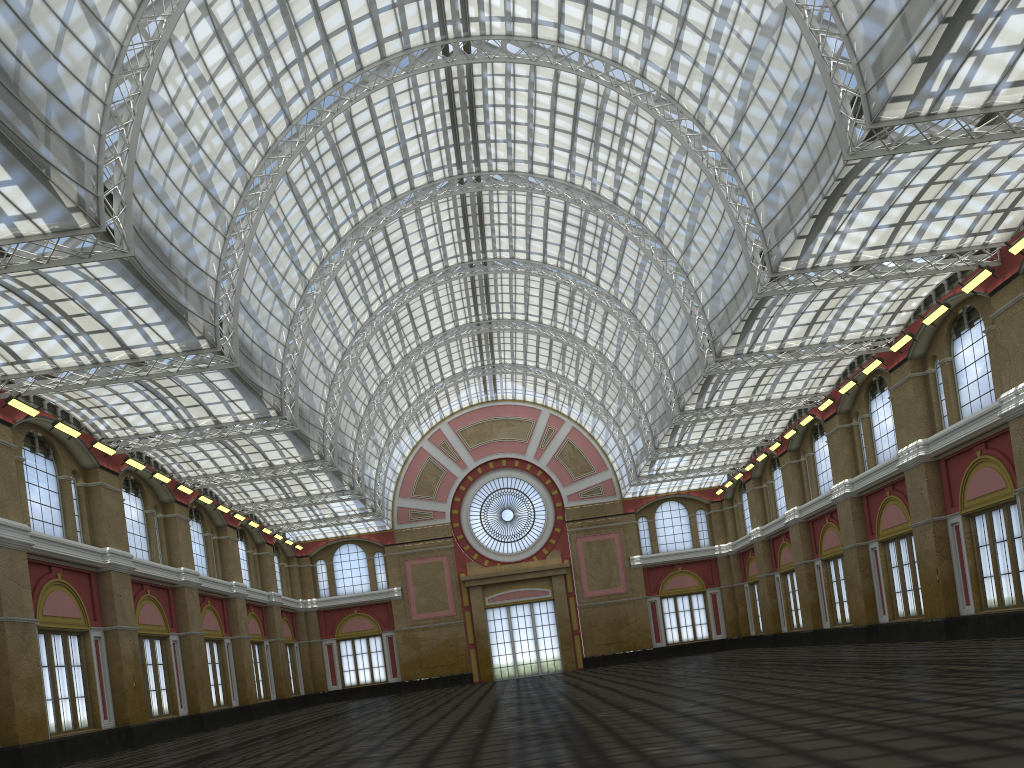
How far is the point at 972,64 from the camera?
38.15m
